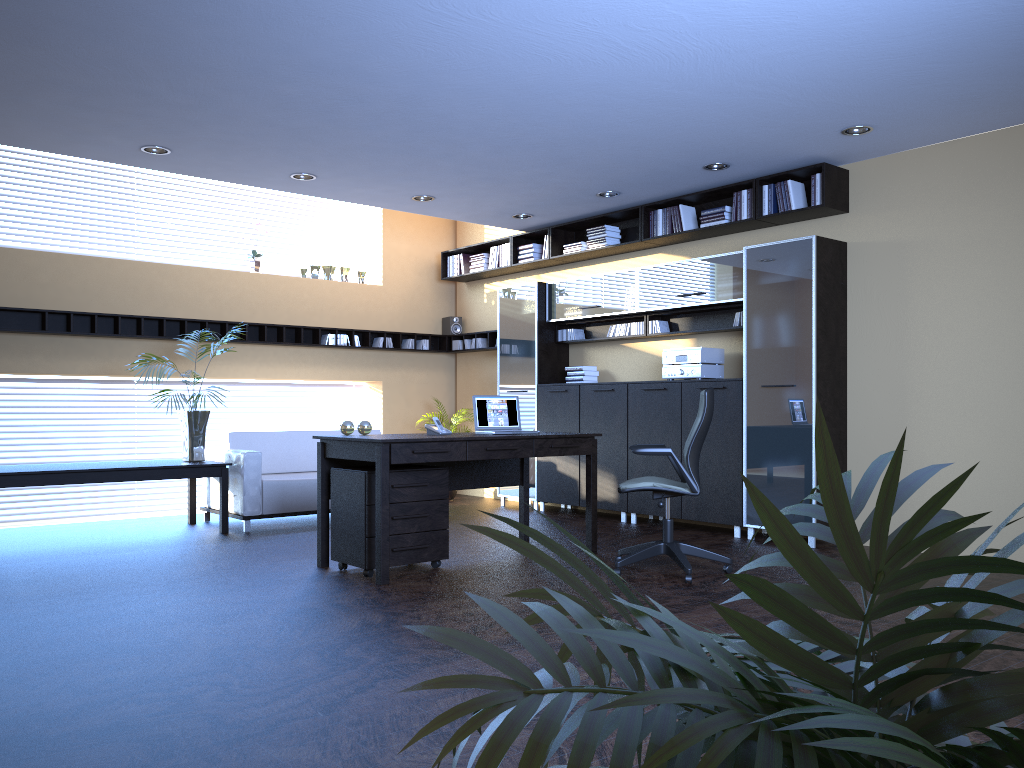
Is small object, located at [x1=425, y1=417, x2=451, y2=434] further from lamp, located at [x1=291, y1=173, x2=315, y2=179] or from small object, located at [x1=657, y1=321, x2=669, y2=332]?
small object, located at [x1=657, y1=321, x2=669, y2=332]

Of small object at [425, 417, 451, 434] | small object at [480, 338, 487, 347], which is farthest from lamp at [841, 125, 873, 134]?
small object at [480, 338, 487, 347]

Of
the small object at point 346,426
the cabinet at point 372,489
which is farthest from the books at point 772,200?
the small object at point 346,426

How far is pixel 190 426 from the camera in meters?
7.7

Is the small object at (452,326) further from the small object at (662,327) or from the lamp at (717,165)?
the lamp at (717,165)

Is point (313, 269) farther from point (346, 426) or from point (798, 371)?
point (798, 371)

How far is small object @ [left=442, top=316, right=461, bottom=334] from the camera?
10.9m

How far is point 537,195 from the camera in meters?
8.2

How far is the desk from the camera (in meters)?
5.41

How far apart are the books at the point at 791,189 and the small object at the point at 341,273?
5.3 meters
